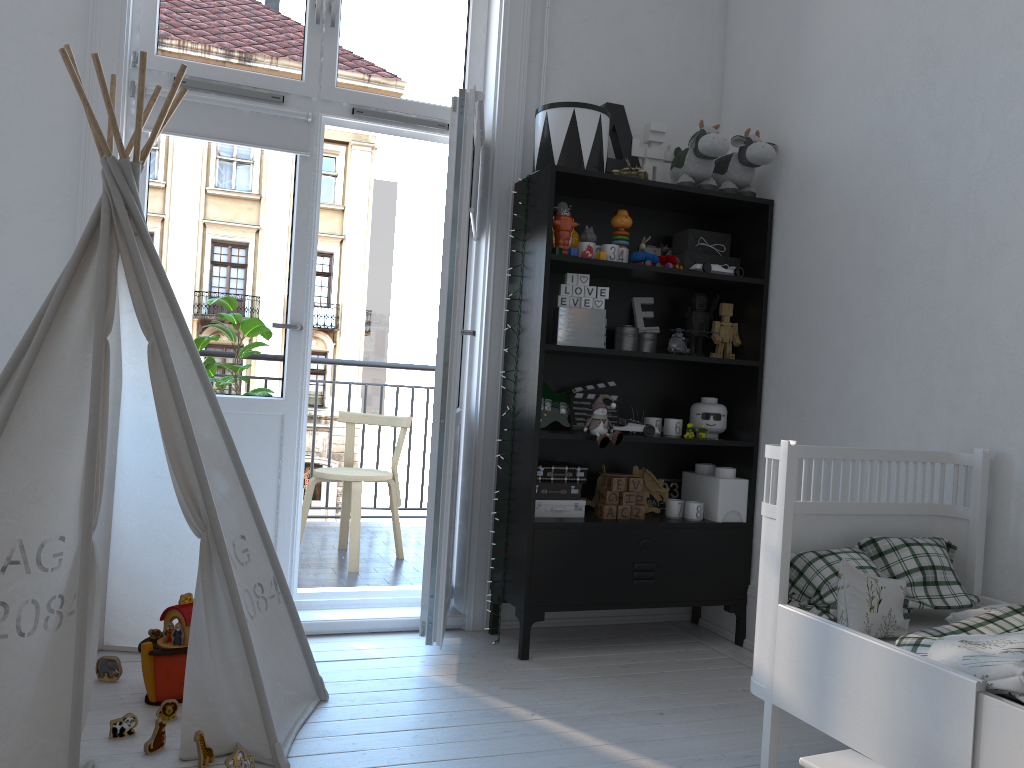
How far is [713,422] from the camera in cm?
335

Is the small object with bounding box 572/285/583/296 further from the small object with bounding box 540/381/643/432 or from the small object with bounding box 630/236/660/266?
the small object with bounding box 540/381/643/432

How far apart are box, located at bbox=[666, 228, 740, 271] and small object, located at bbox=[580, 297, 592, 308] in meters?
0.5 m

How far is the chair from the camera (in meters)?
4.08

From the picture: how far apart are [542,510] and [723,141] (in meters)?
1.46

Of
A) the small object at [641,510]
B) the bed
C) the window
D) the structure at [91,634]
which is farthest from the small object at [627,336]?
the structure at [91,634]

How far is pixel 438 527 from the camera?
2.8m

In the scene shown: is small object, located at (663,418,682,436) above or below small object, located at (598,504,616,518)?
above

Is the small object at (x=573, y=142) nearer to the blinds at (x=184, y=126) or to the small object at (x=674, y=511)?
the blinds at (x=184, y=126)

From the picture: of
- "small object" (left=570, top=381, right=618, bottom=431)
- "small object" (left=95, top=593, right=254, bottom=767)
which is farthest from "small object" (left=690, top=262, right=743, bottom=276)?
"small object" (left=95, top=593, right=254, bottom=767)
